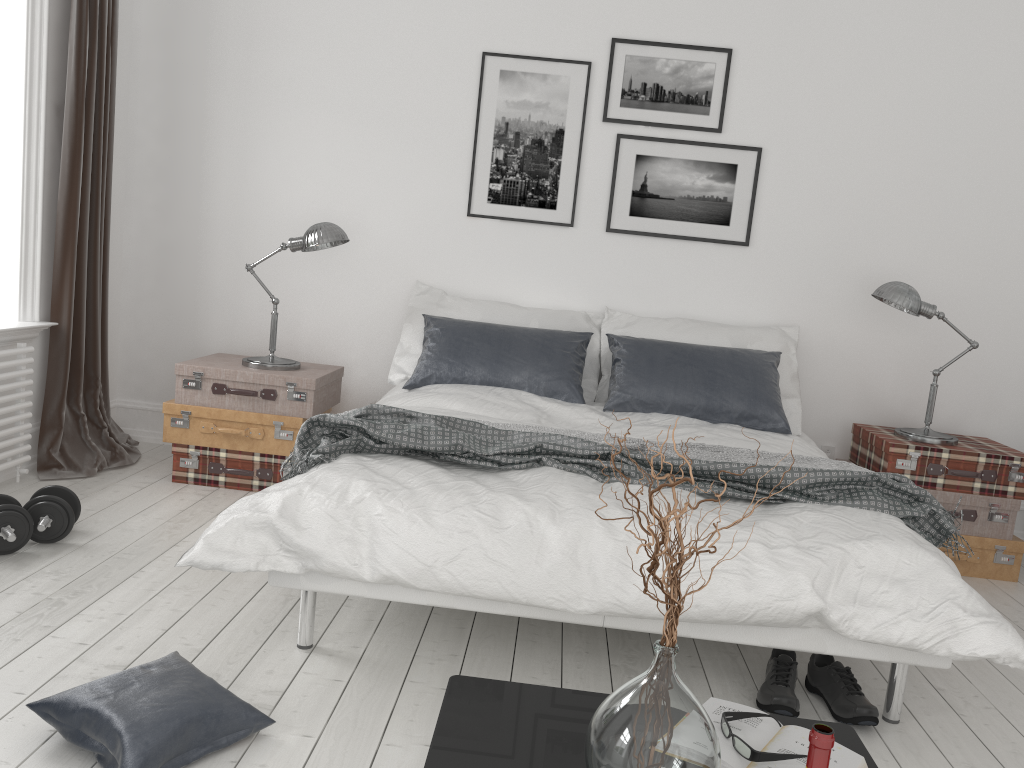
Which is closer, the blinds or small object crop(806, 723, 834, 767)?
small object crop(806, 723, 834, 767)

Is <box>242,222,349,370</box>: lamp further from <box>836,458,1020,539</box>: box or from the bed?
<box>836,458,1020,539</box>: box

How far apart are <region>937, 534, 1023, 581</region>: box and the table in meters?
2.5

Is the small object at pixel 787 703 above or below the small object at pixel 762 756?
below

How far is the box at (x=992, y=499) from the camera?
3.8m

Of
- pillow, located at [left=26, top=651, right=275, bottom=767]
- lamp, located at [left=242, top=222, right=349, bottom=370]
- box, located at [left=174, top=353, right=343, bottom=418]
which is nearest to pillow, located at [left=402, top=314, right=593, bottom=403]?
box, located at [left=174, top=353, right=343, bottom=418]

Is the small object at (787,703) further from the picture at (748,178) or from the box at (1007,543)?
the picture at (748,178)

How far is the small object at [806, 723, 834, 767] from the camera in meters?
1.1 m

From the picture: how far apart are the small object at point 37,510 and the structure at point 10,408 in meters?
0.6

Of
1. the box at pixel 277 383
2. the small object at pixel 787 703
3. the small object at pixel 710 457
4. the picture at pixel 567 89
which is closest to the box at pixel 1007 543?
the small object at pixel 710 457
